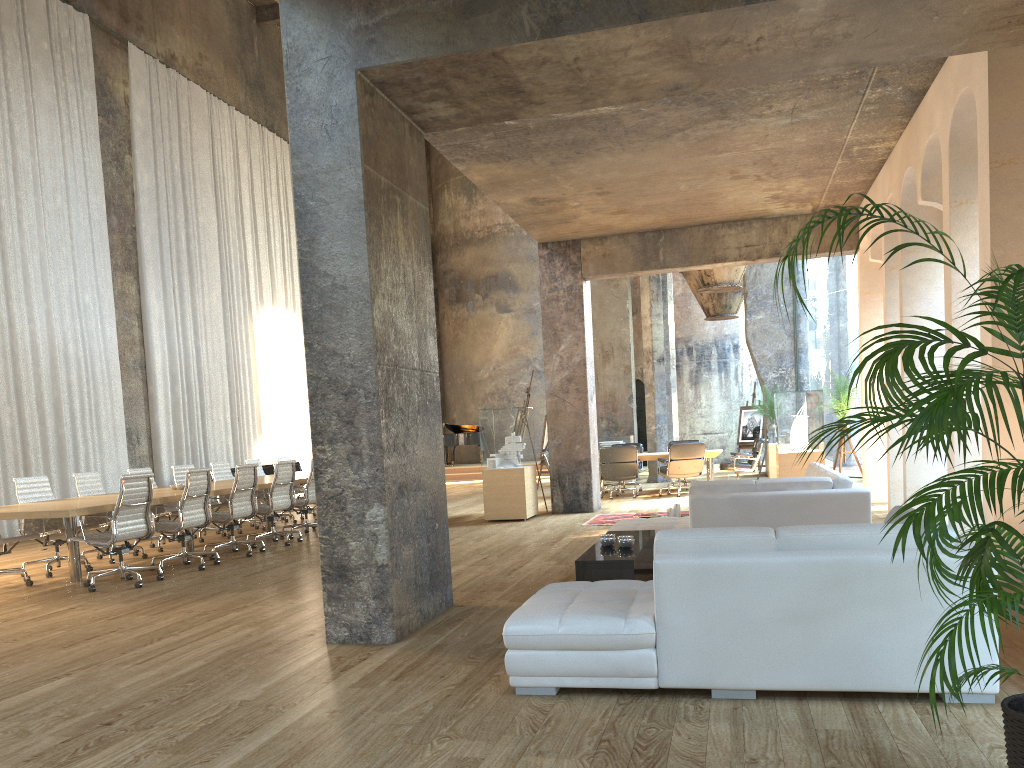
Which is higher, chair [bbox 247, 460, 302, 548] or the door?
the door

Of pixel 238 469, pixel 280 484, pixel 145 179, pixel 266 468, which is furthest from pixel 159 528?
pixel 145 179

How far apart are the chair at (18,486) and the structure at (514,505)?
4.8 meters

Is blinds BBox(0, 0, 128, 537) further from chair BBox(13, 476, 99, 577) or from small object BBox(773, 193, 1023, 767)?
small object BBox(773, 193, 1023, 767)

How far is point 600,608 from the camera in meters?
3.9

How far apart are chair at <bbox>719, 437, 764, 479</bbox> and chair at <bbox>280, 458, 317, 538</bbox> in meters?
7.1

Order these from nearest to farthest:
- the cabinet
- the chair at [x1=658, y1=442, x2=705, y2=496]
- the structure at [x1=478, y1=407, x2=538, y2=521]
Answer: the cabinet < the structure at [x1=478, y1=407, x2=538, y2=521] < the chair at [x1=658, y1=442, x2=705, y2=496]

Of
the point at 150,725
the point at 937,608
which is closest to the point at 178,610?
the point at 150,725

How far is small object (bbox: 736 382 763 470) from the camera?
20.96m

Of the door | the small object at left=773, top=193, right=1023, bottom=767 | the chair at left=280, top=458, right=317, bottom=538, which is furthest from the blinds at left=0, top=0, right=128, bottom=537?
the door
